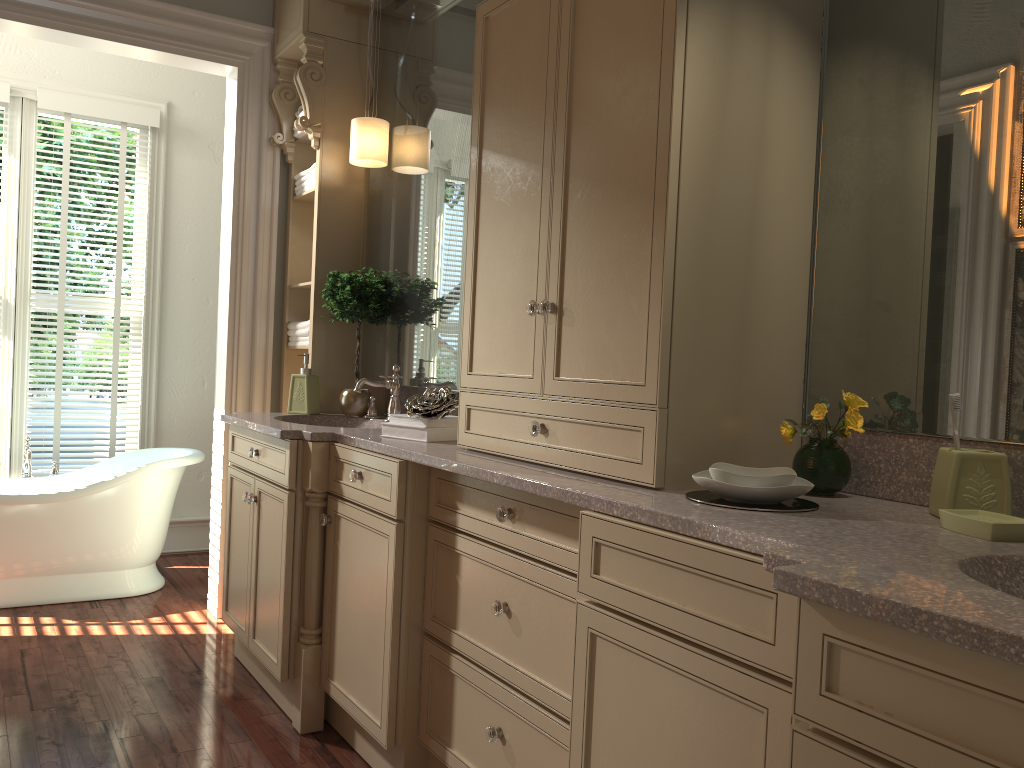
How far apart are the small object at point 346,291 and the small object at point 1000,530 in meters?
2.2

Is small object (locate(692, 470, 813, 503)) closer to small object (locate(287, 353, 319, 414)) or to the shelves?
small object (locate(287, 353, 319, 414))

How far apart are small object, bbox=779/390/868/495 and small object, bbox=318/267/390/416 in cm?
184

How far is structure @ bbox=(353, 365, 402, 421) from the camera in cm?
317

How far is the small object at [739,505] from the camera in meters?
1.5

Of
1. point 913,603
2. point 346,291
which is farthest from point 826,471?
point 346,291

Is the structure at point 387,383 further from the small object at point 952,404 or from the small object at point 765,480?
the small object at point 952,404

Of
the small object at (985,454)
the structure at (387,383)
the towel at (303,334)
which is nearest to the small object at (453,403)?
the structure at (387,383)

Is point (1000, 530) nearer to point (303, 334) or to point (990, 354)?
point (990, 354)

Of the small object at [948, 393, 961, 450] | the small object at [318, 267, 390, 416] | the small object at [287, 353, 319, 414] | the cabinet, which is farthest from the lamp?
the small object at [948, 393, 961, 450]
